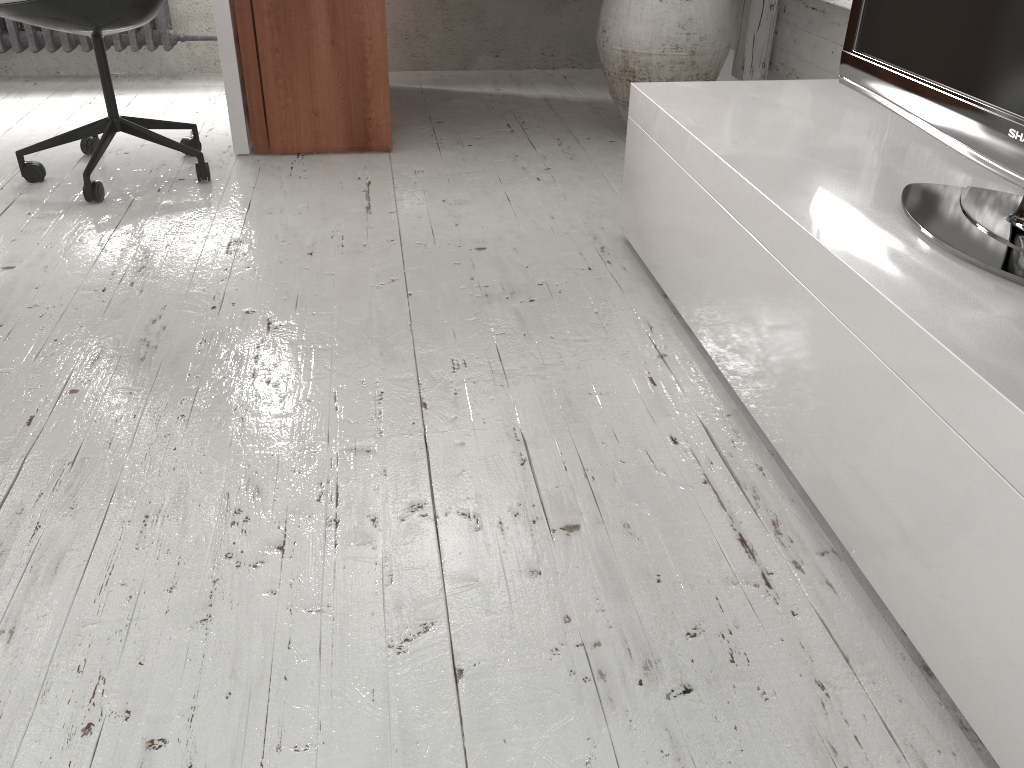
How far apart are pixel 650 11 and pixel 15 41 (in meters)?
2.56

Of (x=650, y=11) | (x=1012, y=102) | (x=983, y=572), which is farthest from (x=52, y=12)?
(x=983, y=572)

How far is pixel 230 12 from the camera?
2.6m

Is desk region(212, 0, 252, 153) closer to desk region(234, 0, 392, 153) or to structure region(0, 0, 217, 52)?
desk region(234, 0, 392, 153)

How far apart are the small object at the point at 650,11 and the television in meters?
1.2

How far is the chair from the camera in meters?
2.3

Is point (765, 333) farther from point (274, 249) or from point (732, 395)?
point (274, 249)

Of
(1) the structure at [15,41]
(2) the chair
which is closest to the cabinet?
(2) the chair

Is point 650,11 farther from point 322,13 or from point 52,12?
point 52,12

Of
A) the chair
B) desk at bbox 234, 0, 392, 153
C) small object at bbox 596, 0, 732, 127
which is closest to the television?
small object at bbox 596, 0, 732, 127
